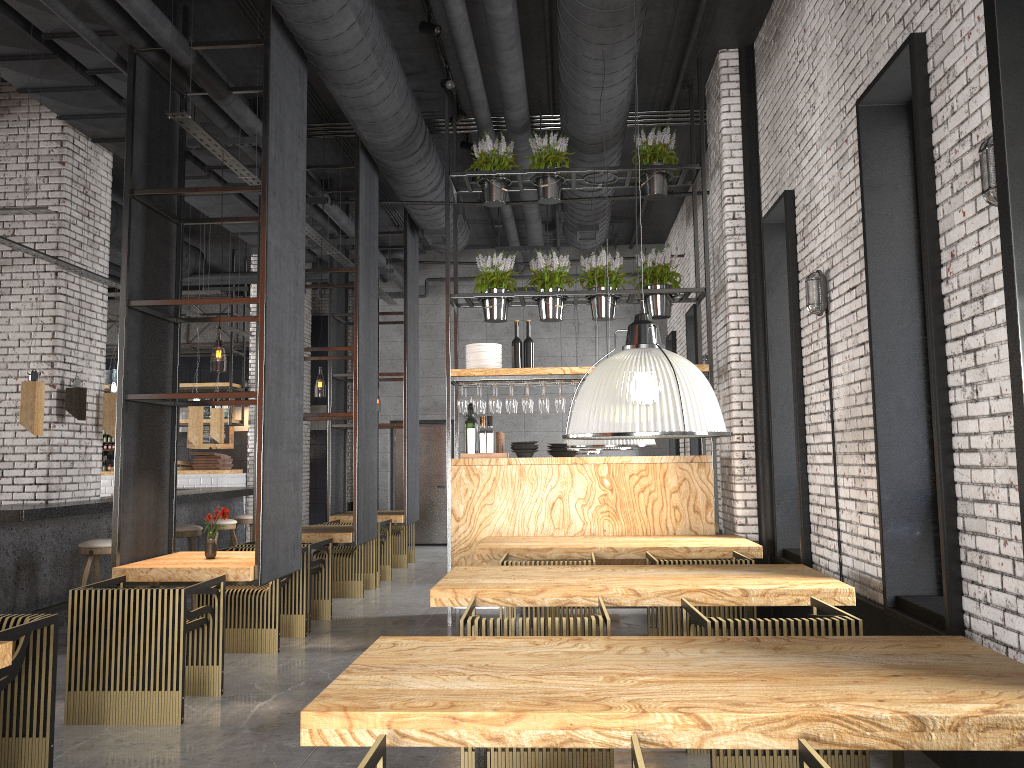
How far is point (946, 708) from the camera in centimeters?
230cm

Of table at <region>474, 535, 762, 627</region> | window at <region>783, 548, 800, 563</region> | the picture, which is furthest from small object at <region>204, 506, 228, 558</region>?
the picture

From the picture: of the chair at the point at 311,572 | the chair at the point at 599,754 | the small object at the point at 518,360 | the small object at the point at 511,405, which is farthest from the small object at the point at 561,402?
the chair at the point at 599,754

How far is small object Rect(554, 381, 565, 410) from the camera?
7.86m

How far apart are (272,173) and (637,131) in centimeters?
359cm

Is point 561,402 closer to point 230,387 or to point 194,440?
point 194,440

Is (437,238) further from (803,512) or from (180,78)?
(803,512)

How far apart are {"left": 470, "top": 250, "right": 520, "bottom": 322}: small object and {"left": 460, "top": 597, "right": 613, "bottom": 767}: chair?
4.0m

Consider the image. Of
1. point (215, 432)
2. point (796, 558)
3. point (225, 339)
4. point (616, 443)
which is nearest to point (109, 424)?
point (215, 432)

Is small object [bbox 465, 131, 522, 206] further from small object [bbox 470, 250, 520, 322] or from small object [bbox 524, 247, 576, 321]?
small object [bbox 524, 247, 576, 321]
